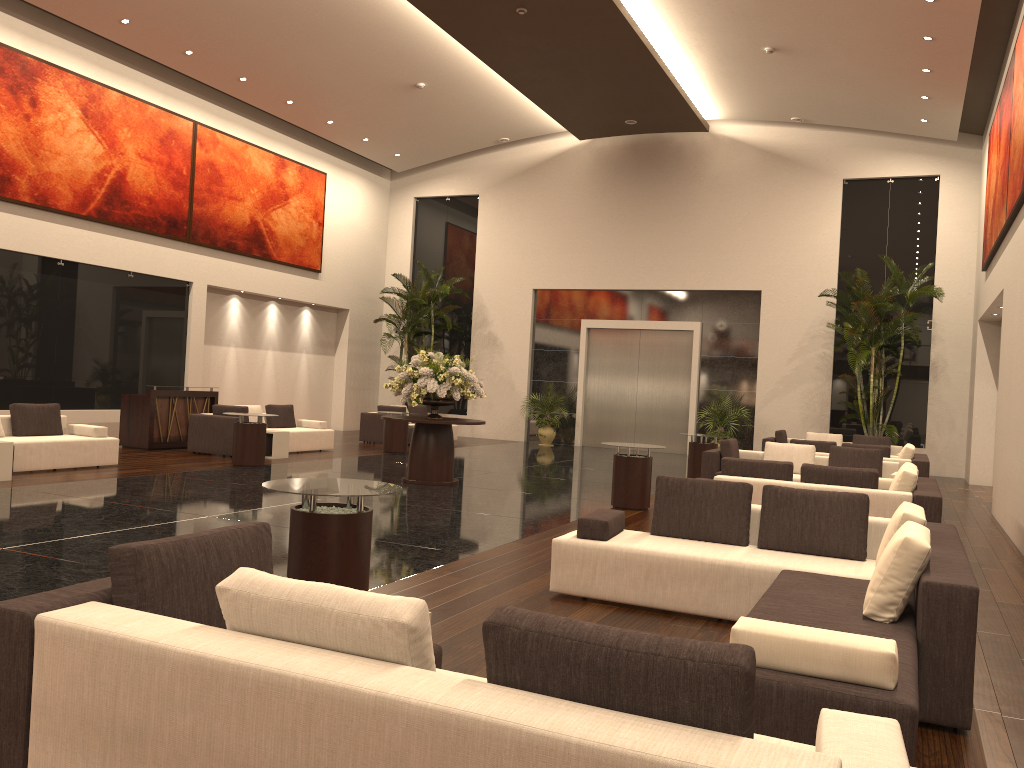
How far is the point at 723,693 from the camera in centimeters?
209cm

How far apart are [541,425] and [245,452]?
9.9m

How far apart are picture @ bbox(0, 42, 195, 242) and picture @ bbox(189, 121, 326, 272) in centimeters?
16cm

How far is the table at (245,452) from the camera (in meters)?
13.46

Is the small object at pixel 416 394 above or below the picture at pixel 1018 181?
below

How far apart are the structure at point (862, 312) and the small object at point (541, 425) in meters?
7.0 m

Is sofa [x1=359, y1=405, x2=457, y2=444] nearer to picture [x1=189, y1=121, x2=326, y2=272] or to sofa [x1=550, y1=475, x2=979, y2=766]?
picture [x1=189, y1=121, x2=326, y2=272]

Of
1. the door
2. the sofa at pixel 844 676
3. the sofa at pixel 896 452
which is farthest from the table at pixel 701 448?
the sofa at pixel 844 676

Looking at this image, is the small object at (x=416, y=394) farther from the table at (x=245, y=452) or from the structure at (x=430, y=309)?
the structure at (x=430, y=309)

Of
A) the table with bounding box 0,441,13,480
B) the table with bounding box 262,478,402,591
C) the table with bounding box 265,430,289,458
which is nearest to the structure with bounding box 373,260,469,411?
the table with bounding box 265,430,289,458
